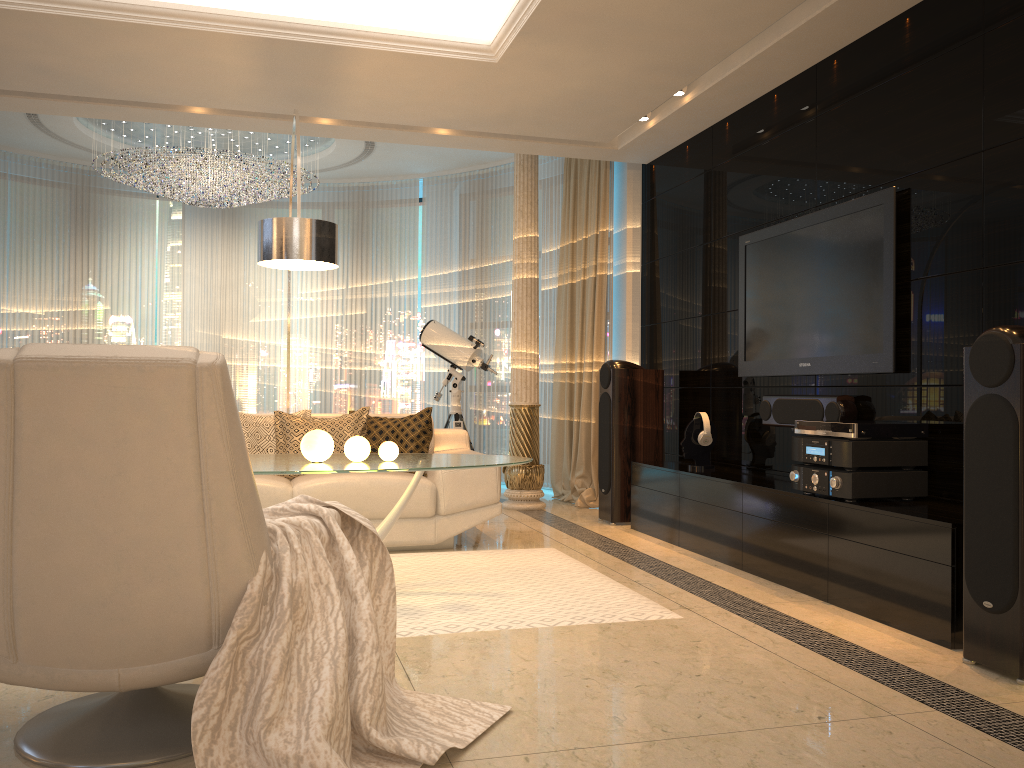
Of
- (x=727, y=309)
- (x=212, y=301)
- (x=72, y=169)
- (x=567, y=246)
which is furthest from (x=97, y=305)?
(x=727, y=309)

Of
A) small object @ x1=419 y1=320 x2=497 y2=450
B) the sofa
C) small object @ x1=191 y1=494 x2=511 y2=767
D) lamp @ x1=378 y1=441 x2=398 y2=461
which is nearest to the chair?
small object @ x1=191 y1=494 x2=511 y2=767

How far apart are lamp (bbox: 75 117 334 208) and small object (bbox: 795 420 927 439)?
4.9 meters

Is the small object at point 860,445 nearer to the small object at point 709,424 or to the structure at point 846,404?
the structure at point 846,404

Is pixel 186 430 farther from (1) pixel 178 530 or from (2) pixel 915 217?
(2) pixel 915 217

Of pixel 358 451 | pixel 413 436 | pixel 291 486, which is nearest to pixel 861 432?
pixel 358 451

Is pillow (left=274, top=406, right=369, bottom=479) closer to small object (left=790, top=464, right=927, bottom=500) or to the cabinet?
the cabinet

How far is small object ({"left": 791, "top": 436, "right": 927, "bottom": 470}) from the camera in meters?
3.7 m

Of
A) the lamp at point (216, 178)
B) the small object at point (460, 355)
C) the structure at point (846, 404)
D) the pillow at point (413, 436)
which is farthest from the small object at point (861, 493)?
the lamp at point (216, 178)

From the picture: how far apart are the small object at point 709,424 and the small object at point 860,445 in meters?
1.2 m
